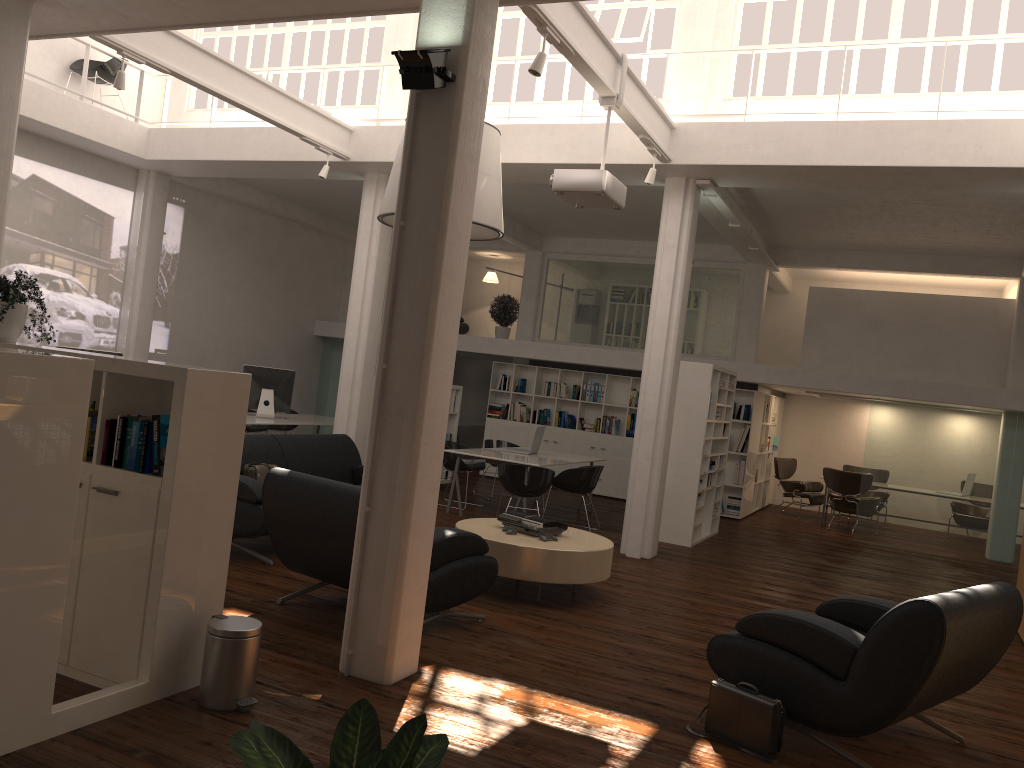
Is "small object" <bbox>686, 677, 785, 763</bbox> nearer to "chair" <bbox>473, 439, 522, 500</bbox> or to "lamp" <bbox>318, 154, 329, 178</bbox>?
"lamp" <bbox>318, 154, 329, 178</bbox>

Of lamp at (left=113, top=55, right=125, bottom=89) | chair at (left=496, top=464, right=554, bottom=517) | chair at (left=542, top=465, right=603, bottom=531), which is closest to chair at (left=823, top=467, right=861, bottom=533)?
chair at (left=542, top=465, right=603, bottom=531)

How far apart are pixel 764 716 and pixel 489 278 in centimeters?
1830cm

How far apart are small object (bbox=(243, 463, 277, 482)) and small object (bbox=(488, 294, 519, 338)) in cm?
1092

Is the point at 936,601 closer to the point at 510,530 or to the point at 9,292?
the point at 510,530

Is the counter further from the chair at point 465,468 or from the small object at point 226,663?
the small object at point 226,663

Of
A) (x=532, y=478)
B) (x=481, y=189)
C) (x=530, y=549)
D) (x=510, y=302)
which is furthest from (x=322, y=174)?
(x=510, y=302)

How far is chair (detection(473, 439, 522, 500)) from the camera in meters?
16.1 m

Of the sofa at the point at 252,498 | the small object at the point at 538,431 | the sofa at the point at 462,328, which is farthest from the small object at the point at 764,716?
the sofa at the point at 462,328

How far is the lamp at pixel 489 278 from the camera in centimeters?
2289cm
